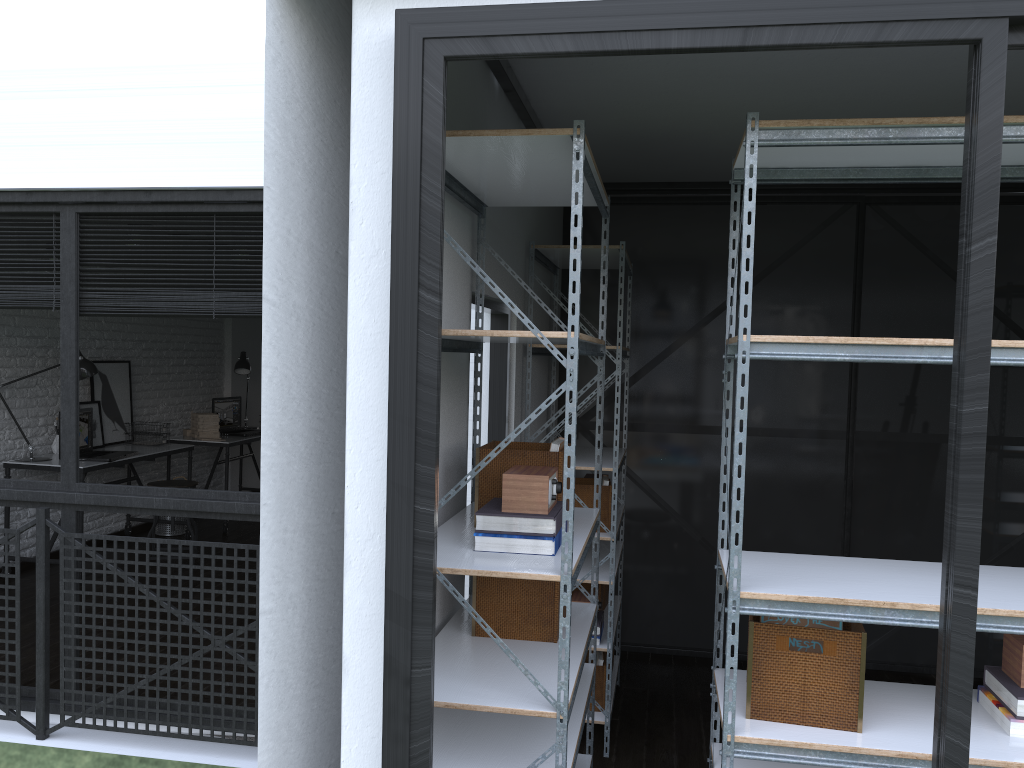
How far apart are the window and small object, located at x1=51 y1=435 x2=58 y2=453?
2.49m

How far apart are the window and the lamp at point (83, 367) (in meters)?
2.20

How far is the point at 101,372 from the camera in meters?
6.3 m

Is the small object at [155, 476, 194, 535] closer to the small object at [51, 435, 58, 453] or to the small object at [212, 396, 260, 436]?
the small object at [212, 396, 260, 436]

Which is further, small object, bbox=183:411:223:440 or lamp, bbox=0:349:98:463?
small object, bbox=183:411:223:440

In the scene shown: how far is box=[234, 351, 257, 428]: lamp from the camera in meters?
7.8

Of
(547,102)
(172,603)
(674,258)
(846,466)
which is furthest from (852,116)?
(172,603)

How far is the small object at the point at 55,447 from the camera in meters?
5.8 m

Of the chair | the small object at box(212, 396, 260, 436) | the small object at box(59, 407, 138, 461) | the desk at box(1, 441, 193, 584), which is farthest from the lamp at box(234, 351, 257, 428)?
the chair

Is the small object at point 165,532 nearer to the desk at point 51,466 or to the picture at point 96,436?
the desk at point 51,466
